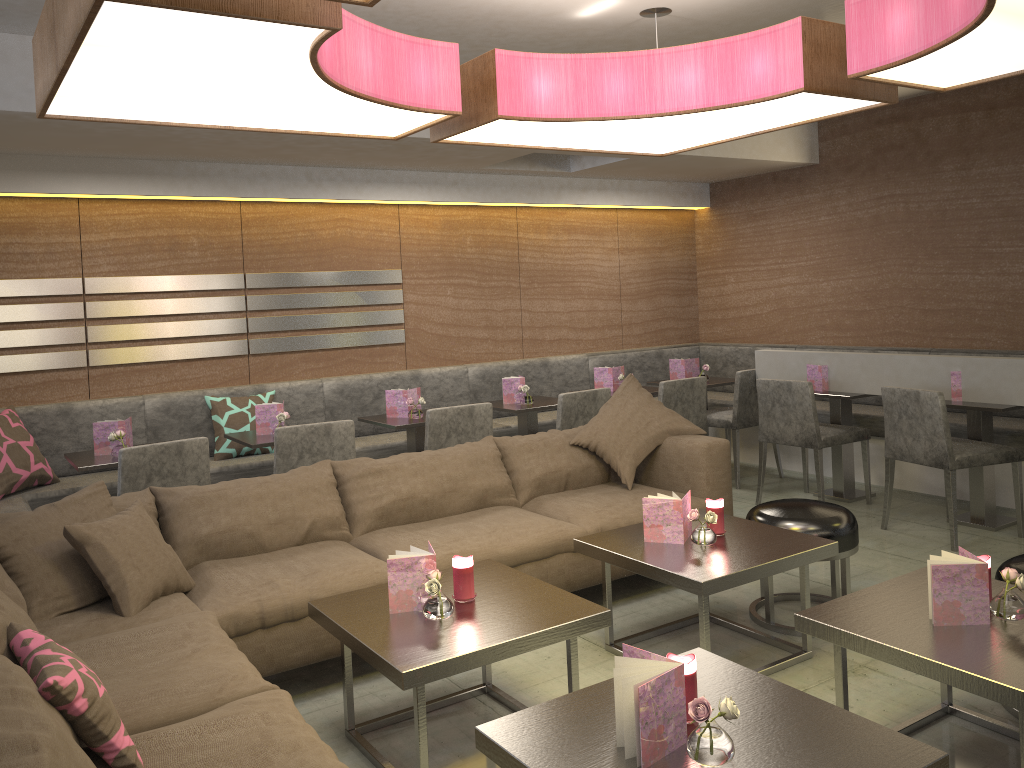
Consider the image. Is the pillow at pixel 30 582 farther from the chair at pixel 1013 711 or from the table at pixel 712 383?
the table at pixel 712 383

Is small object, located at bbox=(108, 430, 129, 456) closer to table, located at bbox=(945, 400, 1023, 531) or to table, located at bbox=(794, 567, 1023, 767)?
table, located at bbox=(794, 567, 1023, 767)

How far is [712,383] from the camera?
6.07m

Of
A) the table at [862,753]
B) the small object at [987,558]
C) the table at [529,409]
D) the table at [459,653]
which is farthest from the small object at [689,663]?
the table at [529,409]

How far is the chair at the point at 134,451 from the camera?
3.7 meters

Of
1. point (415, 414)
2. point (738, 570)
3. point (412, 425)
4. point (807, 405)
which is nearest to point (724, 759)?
point (738, 570)

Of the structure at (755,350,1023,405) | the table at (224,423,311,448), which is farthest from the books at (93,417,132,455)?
the structure at (755,350,1023,405)

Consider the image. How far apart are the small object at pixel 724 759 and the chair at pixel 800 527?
1.7m

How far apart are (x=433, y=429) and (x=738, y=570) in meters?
2.1

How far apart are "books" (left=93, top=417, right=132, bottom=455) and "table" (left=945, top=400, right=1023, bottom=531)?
4.13m
